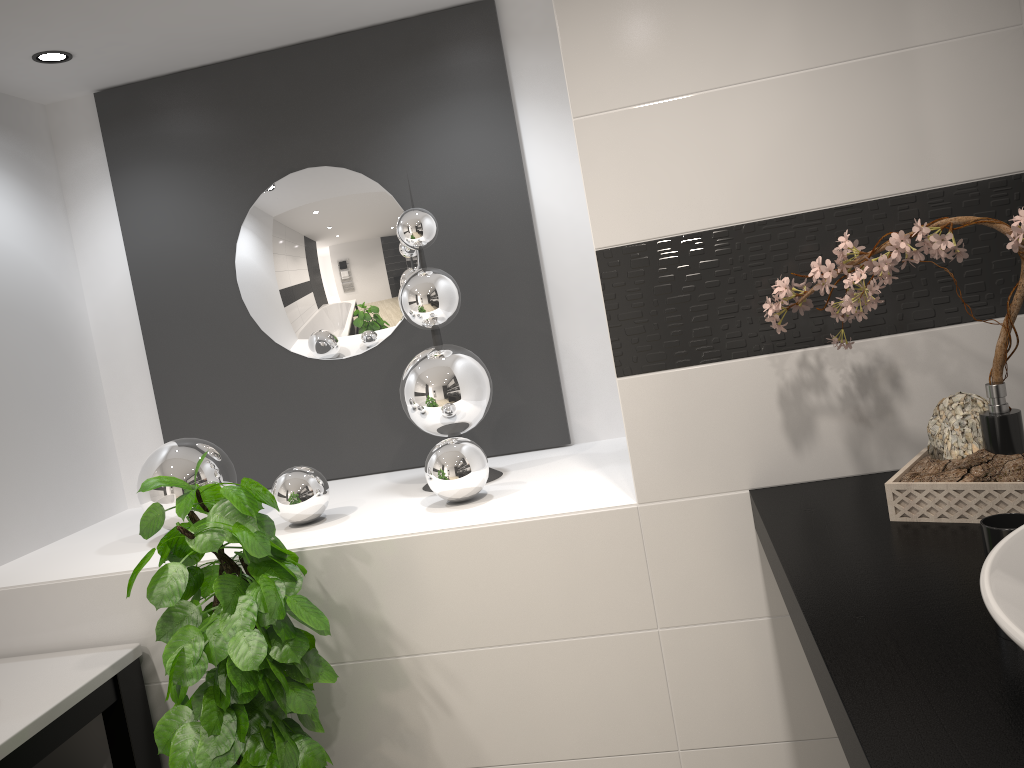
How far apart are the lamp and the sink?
2.7 meters

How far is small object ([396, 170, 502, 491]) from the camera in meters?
2.4 m

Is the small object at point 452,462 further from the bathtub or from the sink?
the sink

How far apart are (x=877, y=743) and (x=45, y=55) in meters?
2.7 m

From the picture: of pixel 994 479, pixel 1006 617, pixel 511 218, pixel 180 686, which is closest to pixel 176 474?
pixel 180 686

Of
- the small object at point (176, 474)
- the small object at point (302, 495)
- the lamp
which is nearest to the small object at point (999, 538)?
the small object at point (302, 495)

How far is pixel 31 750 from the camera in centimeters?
178cm

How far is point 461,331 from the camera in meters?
2.8 m

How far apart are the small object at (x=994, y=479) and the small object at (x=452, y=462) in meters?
0.8 m

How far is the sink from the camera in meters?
0.6
